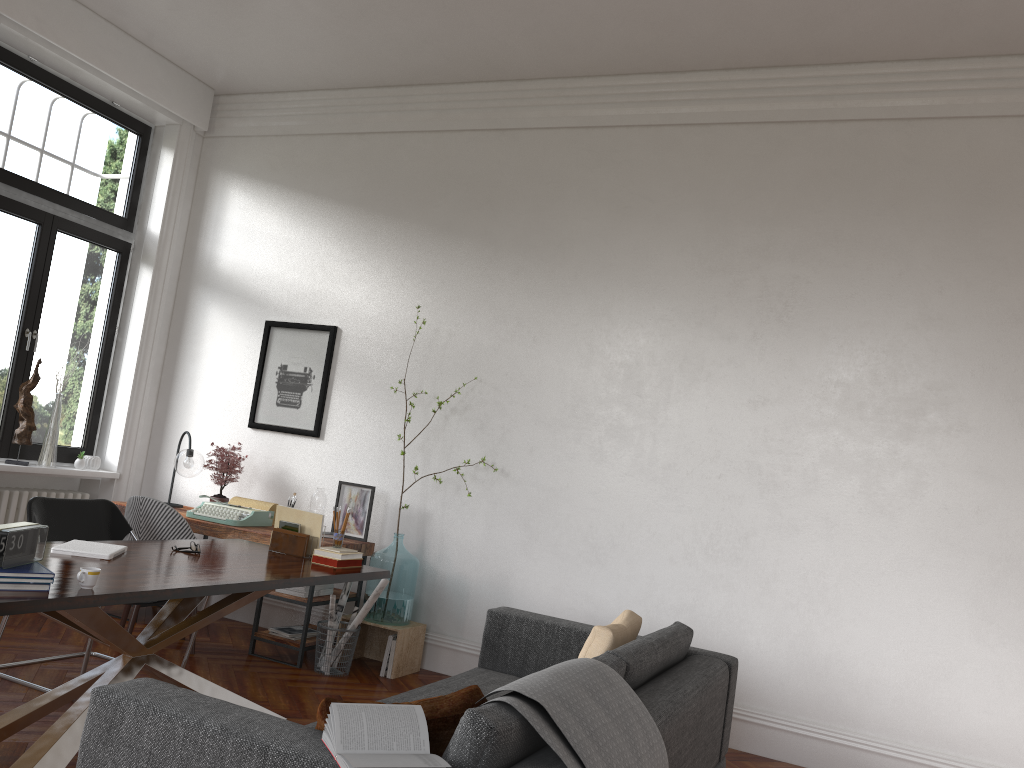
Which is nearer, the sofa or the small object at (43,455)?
the sofa

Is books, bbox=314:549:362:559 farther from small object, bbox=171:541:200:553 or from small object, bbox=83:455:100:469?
small object, bbox=83:455:100:469

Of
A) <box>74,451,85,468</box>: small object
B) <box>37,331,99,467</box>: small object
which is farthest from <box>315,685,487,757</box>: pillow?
<box>74,451,85,468</box>: small object

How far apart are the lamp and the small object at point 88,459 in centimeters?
97cm

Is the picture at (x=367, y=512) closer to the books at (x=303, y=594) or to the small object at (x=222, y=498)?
the books at (x=303, y=594)

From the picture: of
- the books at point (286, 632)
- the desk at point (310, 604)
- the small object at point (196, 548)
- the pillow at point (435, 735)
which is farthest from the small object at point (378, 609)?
the pillow at point (435, 735)

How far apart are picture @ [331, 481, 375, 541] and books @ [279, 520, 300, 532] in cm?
122

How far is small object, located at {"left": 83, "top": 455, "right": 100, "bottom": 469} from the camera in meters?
6.6 m

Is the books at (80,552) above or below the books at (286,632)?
above

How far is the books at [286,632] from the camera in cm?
543
